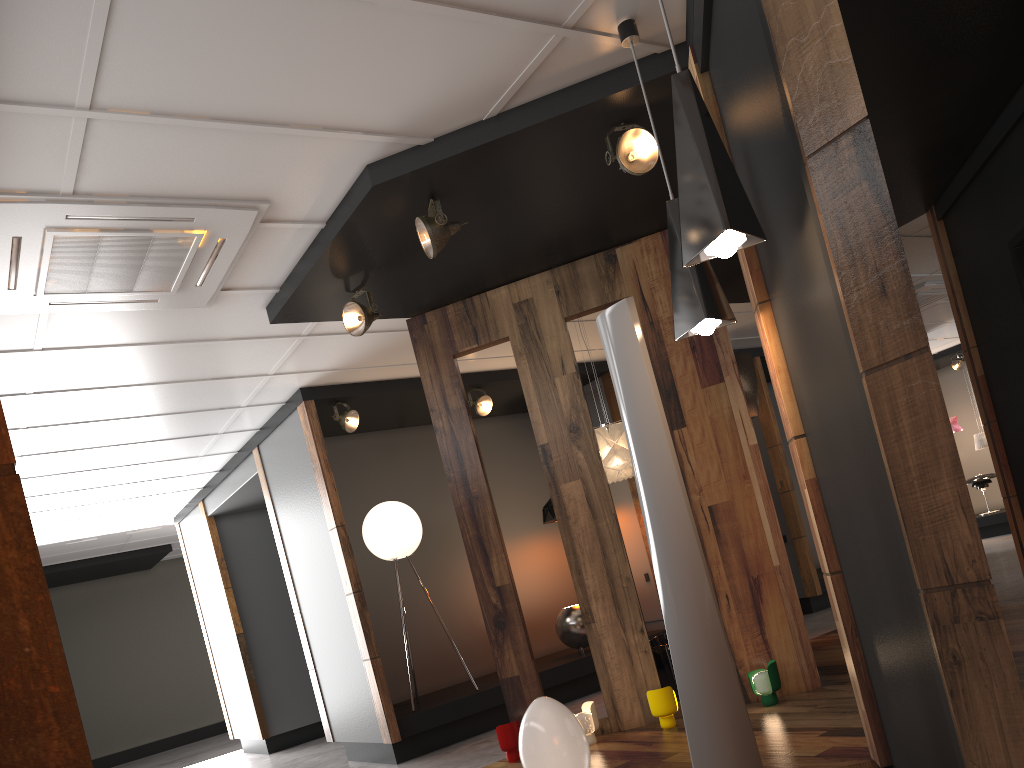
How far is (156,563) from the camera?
13.4 meters

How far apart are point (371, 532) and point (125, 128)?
4.3 meters

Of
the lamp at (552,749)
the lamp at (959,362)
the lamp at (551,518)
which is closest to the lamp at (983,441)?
the lamp at (959,362)

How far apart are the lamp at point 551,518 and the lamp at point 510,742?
3.5 meters

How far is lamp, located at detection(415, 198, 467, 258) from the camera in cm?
408

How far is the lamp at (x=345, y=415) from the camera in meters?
6.9 m

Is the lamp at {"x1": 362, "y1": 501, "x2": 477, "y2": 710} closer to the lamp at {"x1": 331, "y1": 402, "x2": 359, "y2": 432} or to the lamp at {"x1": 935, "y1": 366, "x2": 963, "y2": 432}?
the lamp at {"x1": 331, "y1": 402, "x2": 359, "y2": 432}

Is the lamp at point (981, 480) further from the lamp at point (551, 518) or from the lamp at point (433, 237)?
the lamp at point (433, 237)

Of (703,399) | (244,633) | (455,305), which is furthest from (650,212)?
(244,633)

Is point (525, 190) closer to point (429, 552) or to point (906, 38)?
point (906, 38)
